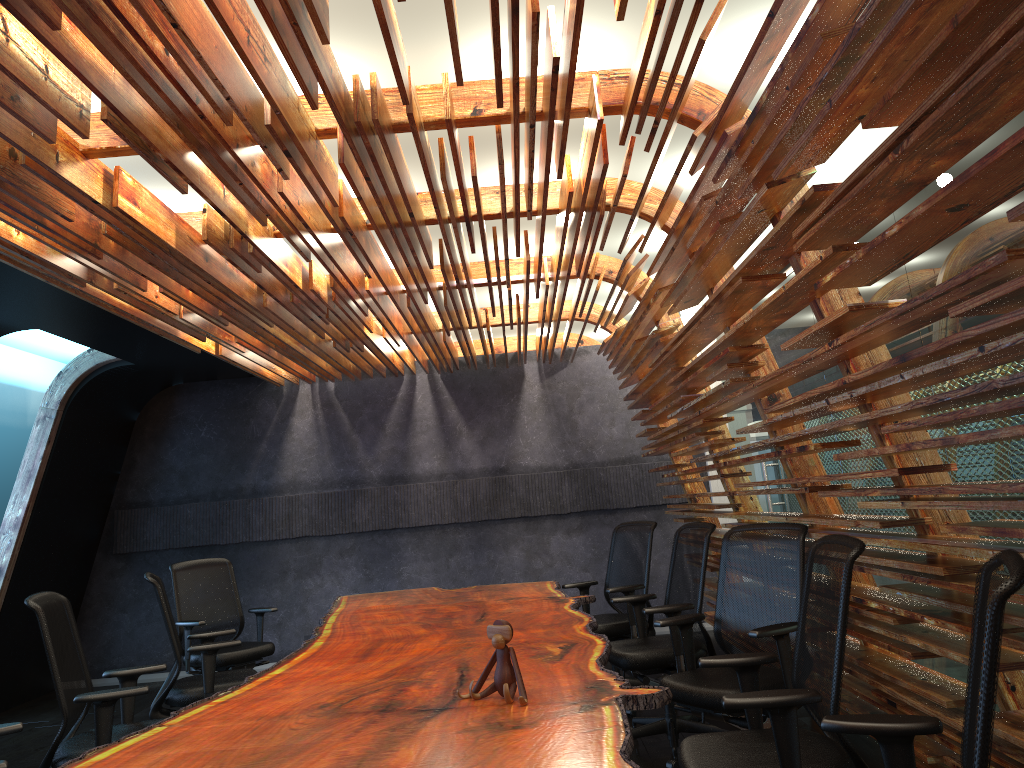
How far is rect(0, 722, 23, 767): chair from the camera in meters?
3.3

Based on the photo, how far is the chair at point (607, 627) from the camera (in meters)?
6.35

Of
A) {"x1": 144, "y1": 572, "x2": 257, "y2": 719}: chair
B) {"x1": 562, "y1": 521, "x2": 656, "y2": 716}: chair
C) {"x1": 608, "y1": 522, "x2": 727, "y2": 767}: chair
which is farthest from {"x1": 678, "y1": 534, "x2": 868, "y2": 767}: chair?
{"x1": 144, "y1": 572, "x2": 257, "y2": 719}: chair

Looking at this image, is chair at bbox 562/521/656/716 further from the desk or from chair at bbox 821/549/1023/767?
chair at bbox 821/549/1023/767

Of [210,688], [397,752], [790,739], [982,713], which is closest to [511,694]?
[397,752]

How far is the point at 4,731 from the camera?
3.3m

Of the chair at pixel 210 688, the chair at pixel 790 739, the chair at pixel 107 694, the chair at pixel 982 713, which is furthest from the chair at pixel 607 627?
the chair at pixel 982 713

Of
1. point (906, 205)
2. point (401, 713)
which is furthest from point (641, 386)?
point (401, 713)

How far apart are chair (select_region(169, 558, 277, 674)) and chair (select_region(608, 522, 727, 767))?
2.99m

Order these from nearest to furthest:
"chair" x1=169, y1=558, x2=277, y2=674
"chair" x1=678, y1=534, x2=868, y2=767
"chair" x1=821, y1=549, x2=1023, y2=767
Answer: "chair" x1=821, y1=549, x2=1023, y2=767
"chair" x1=678, y1=534, x2=868, y2=767
"chair" x1=169, y1=558, x2=277, y2=674
